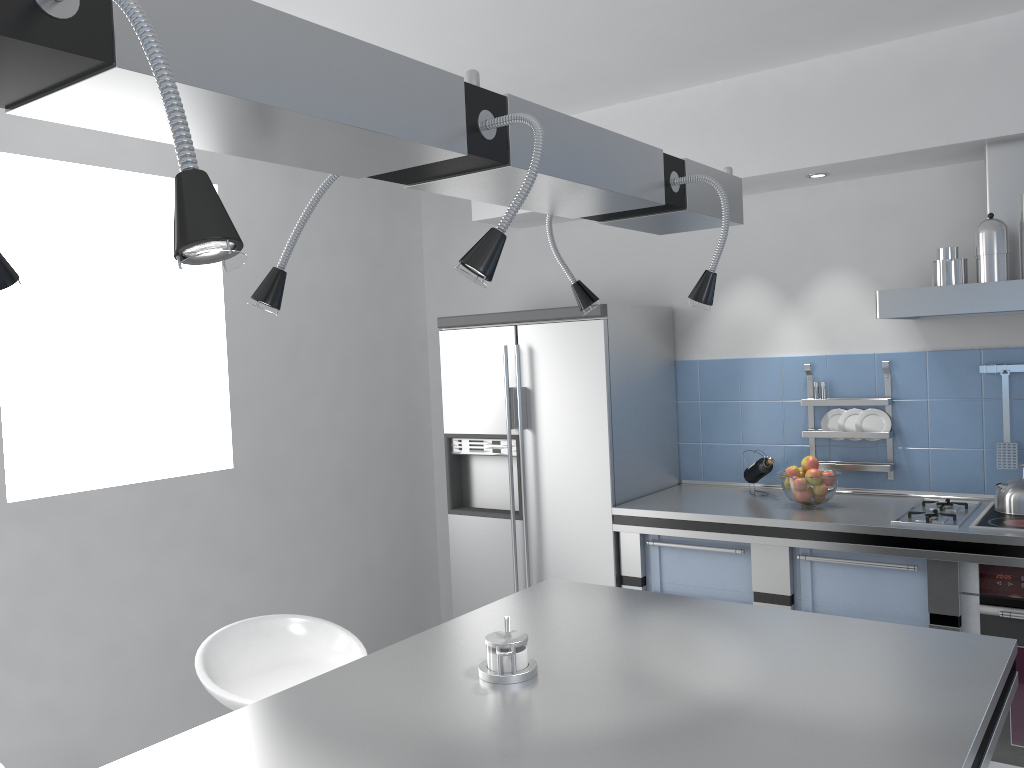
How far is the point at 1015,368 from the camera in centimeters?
341cm

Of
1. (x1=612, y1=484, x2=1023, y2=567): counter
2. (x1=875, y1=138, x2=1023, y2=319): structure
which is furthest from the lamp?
(x1=612, y1=484, x2=1023, y2=567): counter

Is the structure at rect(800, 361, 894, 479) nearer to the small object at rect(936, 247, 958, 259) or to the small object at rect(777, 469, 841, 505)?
the small object at rect(777, 469, 841, 505)

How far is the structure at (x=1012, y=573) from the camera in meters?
2.9

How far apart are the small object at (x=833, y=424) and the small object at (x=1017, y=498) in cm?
71

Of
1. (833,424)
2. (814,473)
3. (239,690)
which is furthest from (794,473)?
(239,690)

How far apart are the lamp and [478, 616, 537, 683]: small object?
0.71m

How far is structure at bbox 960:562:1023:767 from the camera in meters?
2.9 m

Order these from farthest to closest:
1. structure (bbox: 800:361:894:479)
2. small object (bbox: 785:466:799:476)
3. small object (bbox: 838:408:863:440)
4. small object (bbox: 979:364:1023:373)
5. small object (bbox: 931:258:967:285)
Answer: small object (bbox: 838:408:863:440) → structure (bbox: 800:361:894:479) → small object (bbox: 785:466:799:476) → small object (bbox: 979:364:1023:373) → small object (bbox: 931:258:967:285)

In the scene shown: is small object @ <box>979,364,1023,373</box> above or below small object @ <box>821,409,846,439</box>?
above
